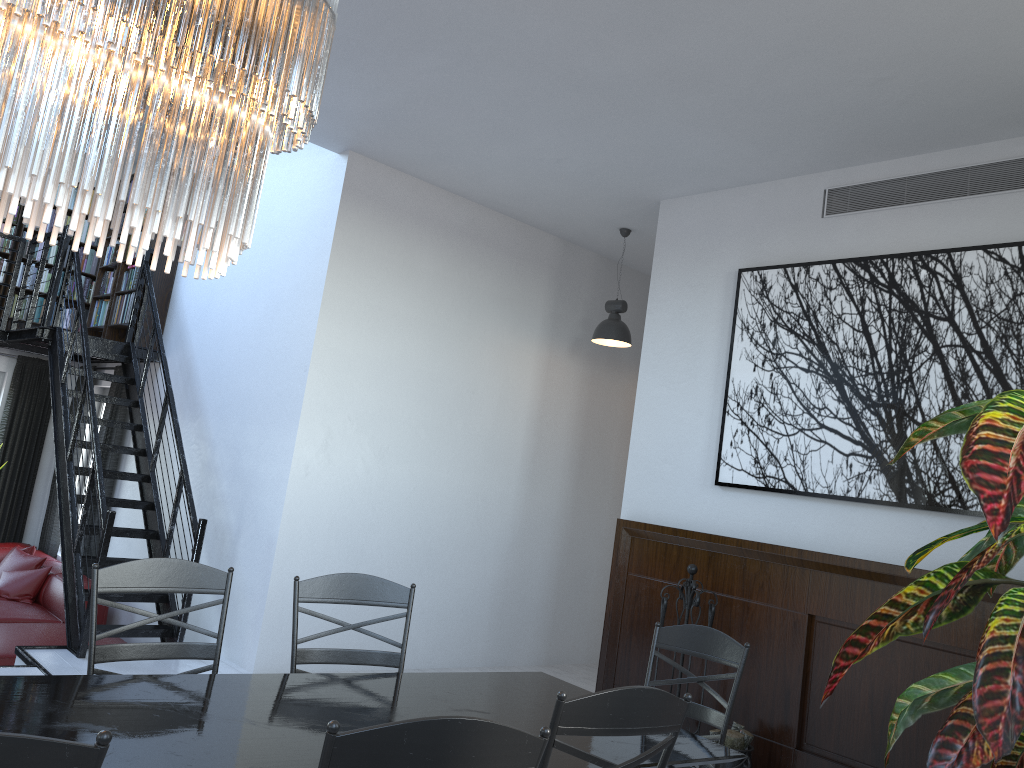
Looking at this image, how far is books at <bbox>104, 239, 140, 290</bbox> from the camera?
7.6 meters

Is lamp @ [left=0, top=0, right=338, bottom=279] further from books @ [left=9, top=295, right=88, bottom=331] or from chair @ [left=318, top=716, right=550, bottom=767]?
books @ [left=9, top=295, right=88, bottom=331]

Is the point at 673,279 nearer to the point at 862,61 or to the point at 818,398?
the point at 818,398

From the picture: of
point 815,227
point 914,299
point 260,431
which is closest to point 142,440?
point 260,431

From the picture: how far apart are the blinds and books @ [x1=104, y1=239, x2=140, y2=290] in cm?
75

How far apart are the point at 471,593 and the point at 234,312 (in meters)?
2.71

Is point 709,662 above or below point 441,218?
below

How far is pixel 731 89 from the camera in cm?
415

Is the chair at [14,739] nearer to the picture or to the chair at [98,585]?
the chair at [98,585]

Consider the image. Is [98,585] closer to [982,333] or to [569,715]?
[569,715]
